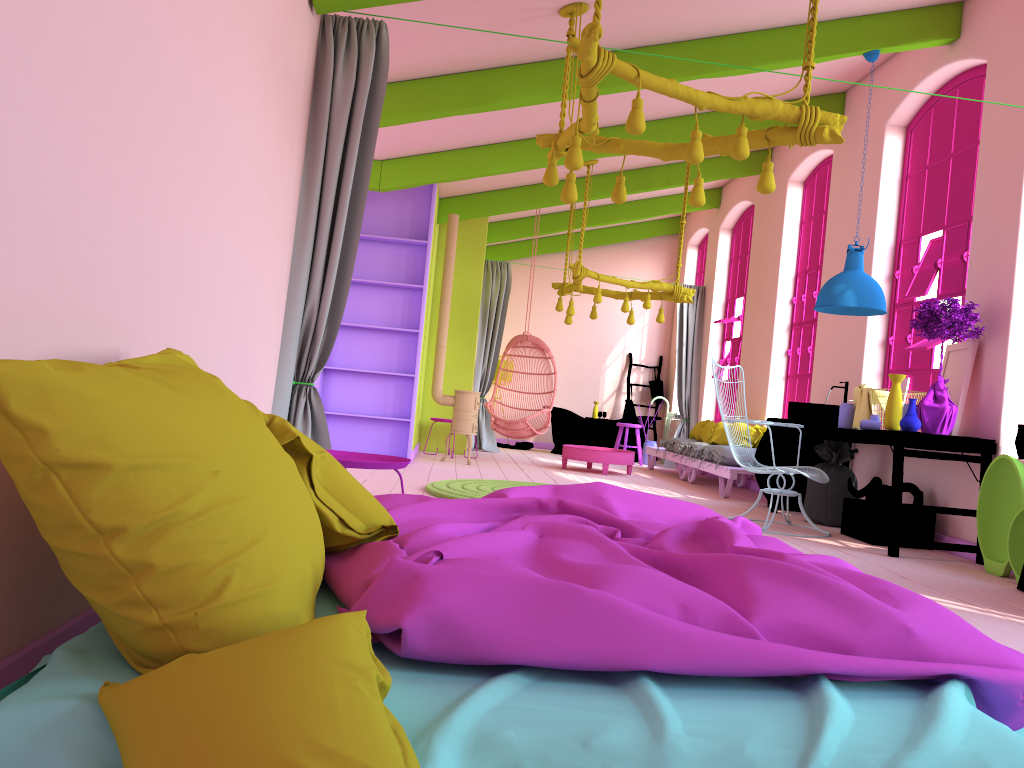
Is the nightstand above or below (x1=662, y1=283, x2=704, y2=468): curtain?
below

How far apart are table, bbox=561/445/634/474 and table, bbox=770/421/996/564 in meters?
2.8

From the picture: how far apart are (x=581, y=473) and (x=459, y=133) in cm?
419

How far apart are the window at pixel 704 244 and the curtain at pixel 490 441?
3.4 meters

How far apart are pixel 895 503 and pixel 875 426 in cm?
90

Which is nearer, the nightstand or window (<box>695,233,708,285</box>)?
the nightstand

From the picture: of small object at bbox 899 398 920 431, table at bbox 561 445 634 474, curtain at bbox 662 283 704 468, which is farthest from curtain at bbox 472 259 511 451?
small object at bbox 899 398 920 431

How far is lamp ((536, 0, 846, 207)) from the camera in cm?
432

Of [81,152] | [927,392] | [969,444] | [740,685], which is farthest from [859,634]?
[927,392]

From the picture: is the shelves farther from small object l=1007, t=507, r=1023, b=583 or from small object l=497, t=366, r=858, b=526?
small object l=1007, t=507, r=1023, b=583
